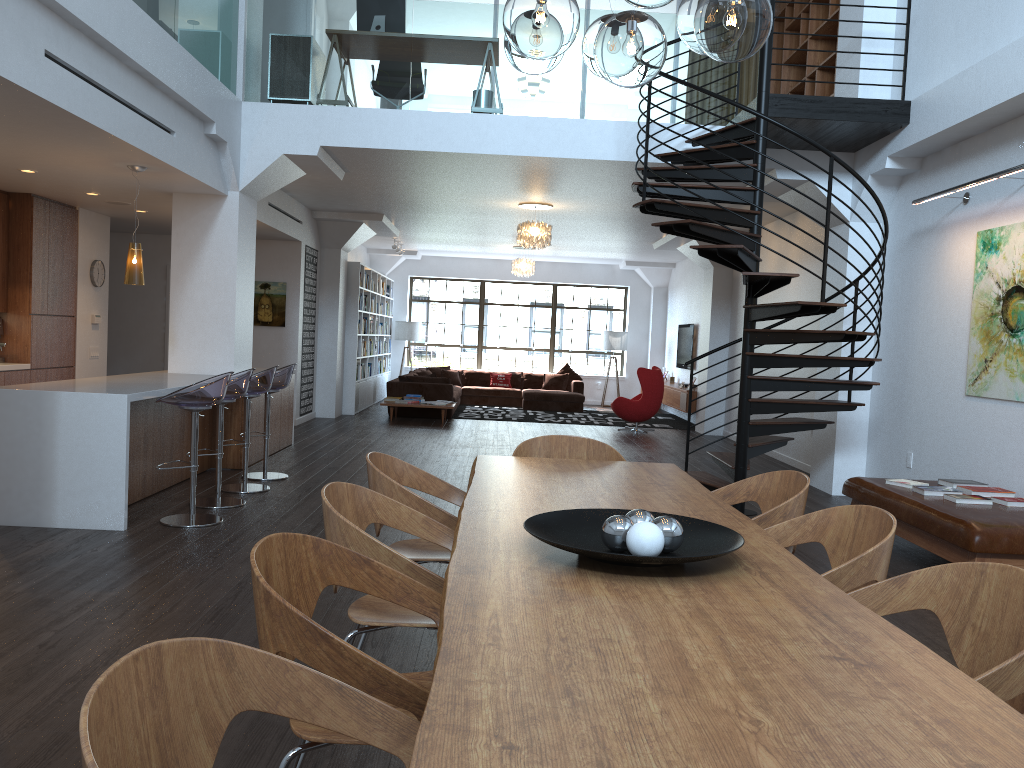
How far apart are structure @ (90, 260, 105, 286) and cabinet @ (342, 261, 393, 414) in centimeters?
447cm

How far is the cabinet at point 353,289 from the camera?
13.94m

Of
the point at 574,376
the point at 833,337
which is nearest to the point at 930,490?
the point at 833,337

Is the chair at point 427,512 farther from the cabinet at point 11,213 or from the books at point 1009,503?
the cabinet at point 11,213

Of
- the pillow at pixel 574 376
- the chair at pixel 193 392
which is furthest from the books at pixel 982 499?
the pillow at pixel 574 376

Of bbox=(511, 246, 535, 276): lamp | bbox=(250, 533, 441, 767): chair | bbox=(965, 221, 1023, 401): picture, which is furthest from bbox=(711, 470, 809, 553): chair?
bbox=(511, 246, 535, 276): lamp

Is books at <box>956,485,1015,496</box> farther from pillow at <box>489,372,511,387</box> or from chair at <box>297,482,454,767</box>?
pillow at <box>489,372,511,387</box>

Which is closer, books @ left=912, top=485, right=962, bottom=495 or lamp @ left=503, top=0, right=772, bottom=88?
lamp @ left=503, top=0, right=772, bottom=88

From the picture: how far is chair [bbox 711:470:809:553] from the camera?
3.31m

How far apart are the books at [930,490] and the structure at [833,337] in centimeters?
115cm
